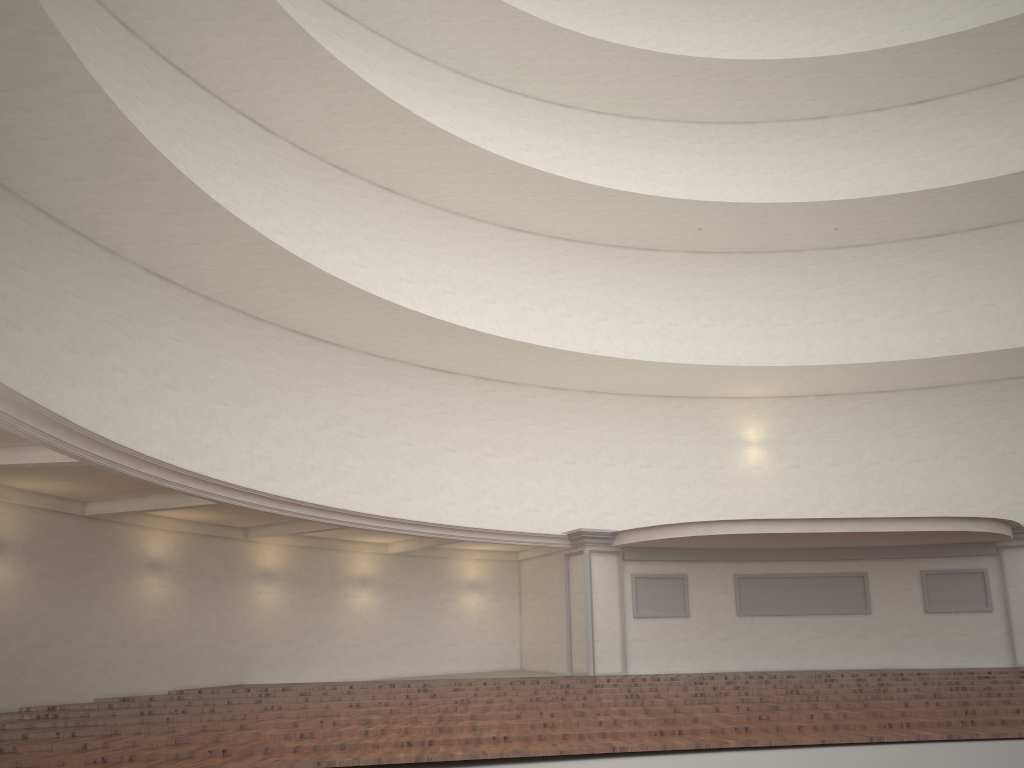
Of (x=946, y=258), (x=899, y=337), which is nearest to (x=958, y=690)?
(x=899, y=337)
